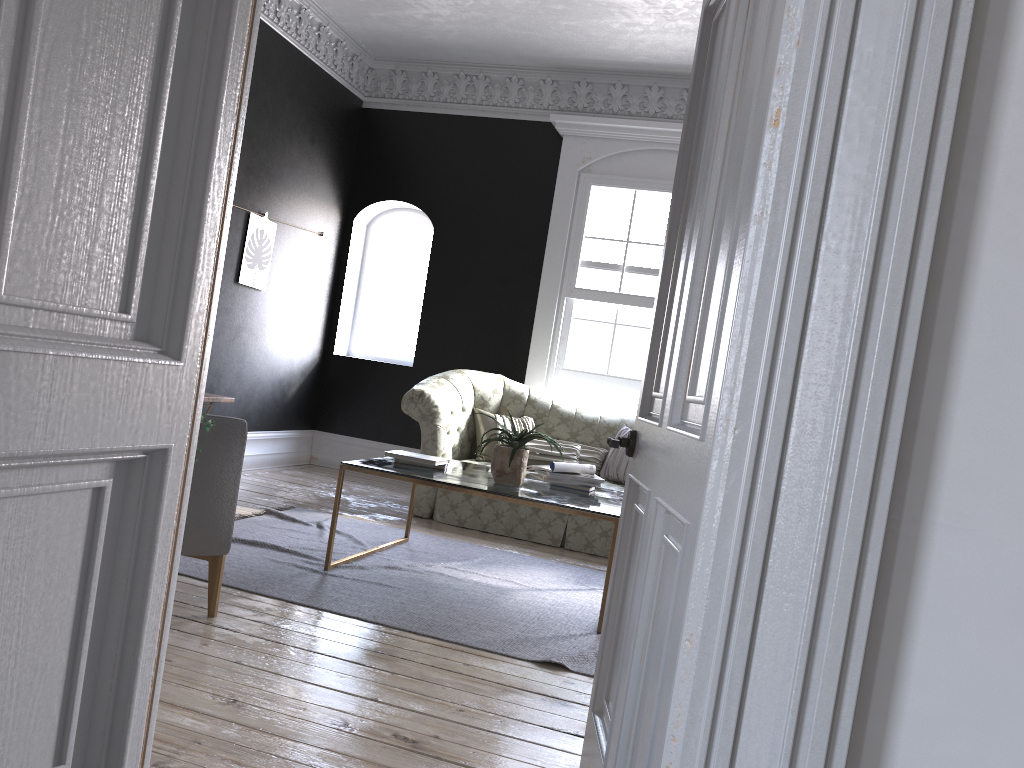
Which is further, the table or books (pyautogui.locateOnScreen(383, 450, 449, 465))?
books (pyautogui.locateOnScreen(383, 450, 449, 465))

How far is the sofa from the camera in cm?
620

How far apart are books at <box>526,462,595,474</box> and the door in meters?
2.3

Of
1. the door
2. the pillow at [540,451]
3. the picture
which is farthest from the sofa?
the door

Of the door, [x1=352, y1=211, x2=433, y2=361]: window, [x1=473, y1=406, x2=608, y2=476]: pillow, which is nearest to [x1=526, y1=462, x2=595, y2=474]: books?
[x1=473, y1=406, x2=608, y2=476]: pillow

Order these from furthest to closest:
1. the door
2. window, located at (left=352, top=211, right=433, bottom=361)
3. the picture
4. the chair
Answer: window, located at (left=352, top=211, right=433, bottom=361) < the picture < the chair < the door

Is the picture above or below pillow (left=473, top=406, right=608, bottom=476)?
above

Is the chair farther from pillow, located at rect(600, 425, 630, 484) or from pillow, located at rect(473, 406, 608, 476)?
pillow, located at rect(600, 425, 630, 484)

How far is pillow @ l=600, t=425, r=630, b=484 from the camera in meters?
6.7

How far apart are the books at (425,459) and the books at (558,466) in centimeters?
58cm
